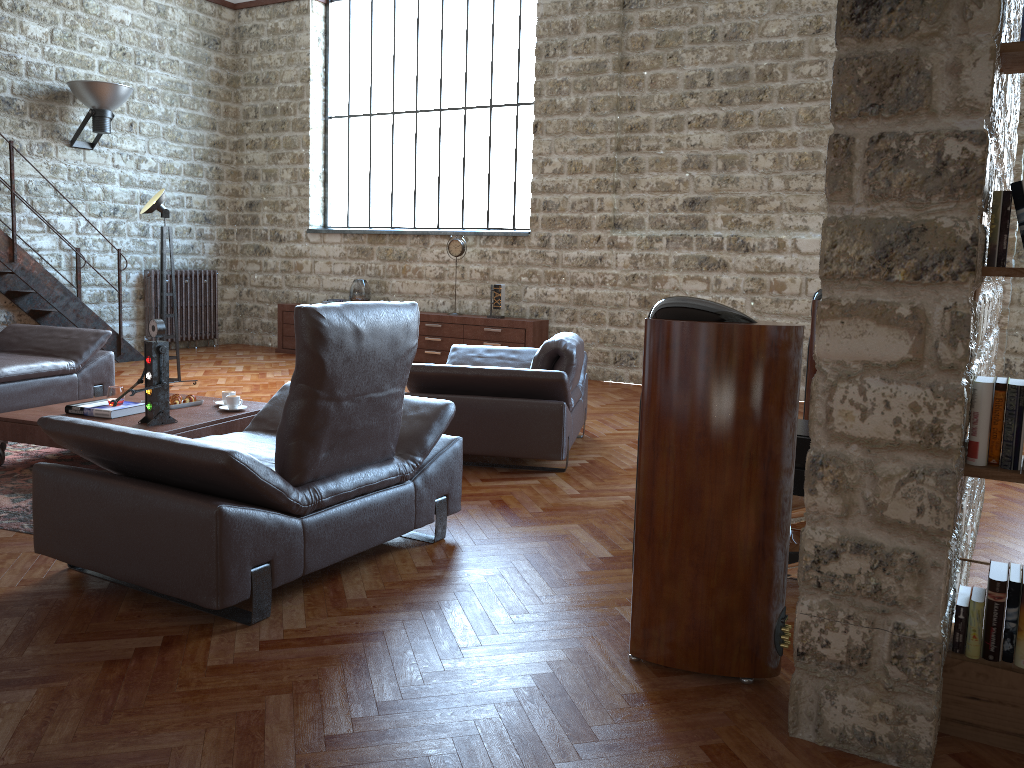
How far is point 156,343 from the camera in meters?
4.7 m

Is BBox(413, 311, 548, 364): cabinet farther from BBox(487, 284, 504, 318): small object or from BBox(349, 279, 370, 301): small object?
BBox(349, 279, 370, 301): small object

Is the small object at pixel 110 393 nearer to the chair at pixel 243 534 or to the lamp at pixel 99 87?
the chair at pixel 243 534

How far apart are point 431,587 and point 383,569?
0.3 meters

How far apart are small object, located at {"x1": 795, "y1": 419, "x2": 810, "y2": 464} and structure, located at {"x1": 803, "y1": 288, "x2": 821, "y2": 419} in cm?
93

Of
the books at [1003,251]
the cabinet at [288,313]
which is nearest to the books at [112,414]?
the books at [1003,251]

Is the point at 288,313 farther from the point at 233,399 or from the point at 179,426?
the point at 179,426

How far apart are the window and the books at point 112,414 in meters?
5.6 m

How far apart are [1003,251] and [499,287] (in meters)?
7.28

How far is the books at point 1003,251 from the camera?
2.2m
